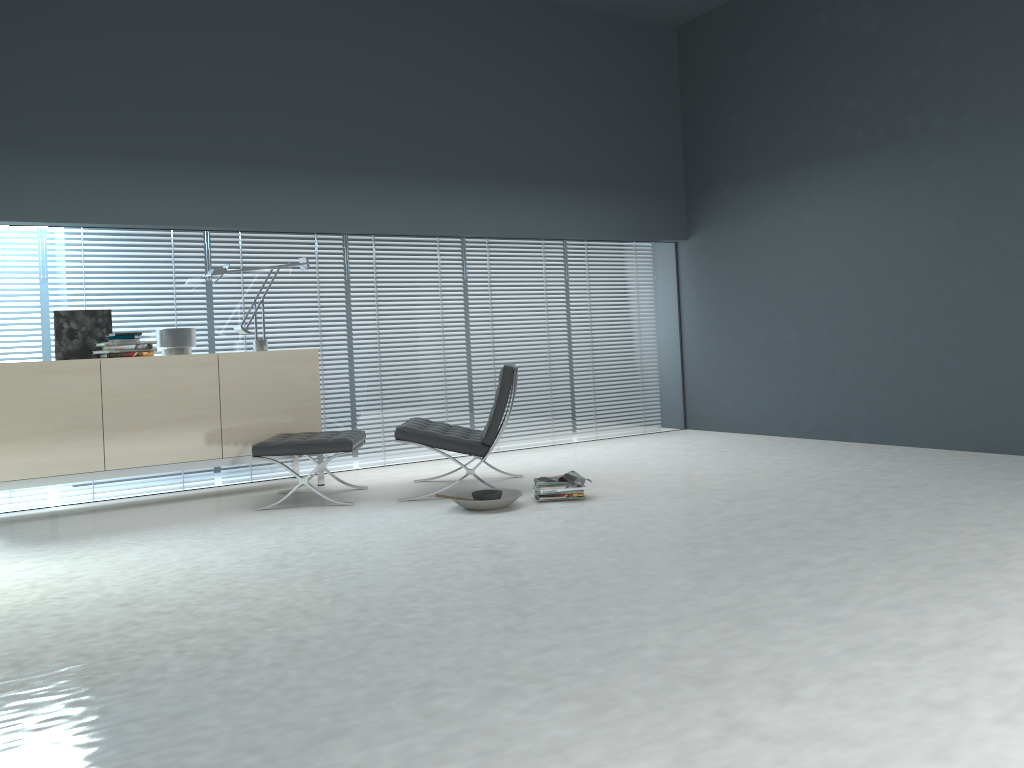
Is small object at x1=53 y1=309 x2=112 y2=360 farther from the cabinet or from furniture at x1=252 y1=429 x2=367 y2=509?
furniture at x1=252 y1=429 x2=367 y2=509

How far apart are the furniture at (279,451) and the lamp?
0.8m

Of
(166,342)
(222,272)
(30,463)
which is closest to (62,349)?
(166,342)

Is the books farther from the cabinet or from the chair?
the cabinet

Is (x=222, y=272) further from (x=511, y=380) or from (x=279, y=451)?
(x=511, y=380)

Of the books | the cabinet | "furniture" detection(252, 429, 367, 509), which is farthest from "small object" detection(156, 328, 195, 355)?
the books

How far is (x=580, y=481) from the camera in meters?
4.8 m

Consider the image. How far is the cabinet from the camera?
4.9m

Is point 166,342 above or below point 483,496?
above

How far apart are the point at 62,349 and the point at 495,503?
2.8m
